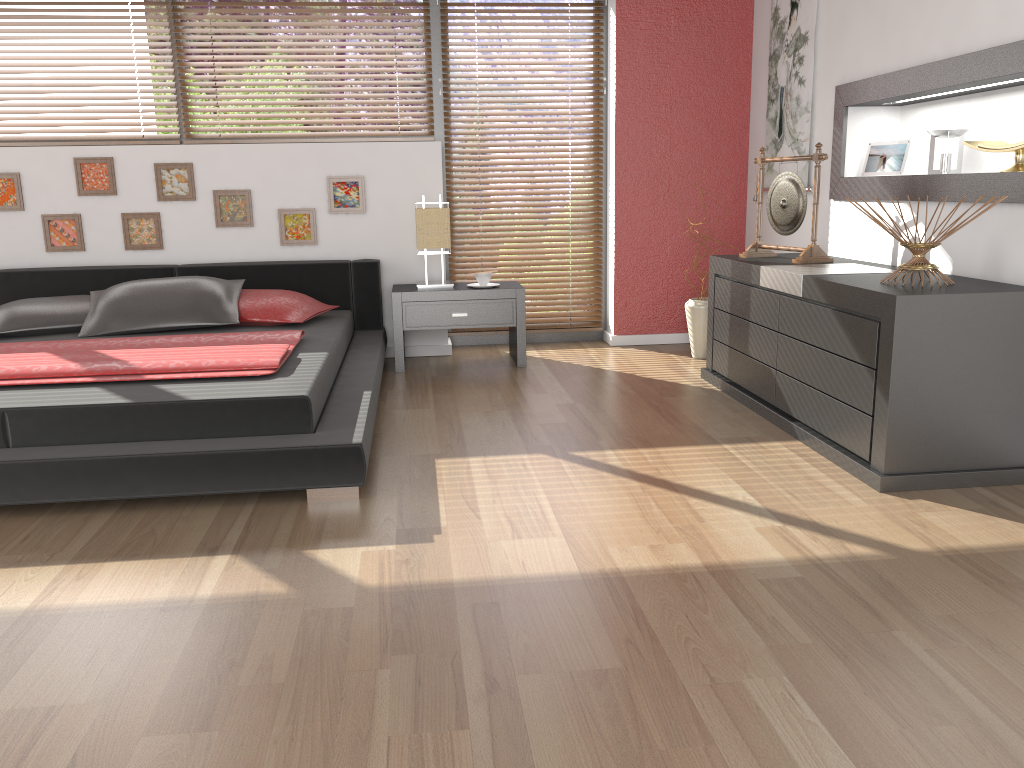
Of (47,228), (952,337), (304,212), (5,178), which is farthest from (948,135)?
(5,178)

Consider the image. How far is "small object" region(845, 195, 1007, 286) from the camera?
2.9m

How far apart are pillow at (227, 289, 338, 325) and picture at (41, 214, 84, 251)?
1.1 meters

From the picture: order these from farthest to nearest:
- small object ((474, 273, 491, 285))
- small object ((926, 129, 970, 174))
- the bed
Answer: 1. small object ((474, 273, 491, 285))
2. small object ((926, 129, 970, 174))
3. the bed

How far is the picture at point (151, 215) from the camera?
4.8 meters

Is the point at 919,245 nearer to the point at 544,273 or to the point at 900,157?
the point at 900,157

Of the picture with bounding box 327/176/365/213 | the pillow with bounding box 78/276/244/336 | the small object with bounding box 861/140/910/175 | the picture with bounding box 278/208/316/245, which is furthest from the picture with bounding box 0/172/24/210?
the small object with bounding box 861/140/910/175

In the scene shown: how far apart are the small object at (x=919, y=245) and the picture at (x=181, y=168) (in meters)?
3.55

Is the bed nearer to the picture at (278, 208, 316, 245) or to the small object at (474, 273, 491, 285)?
the picture at (278, 208, 316, 245)

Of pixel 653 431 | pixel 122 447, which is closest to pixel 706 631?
pixel 653 431
